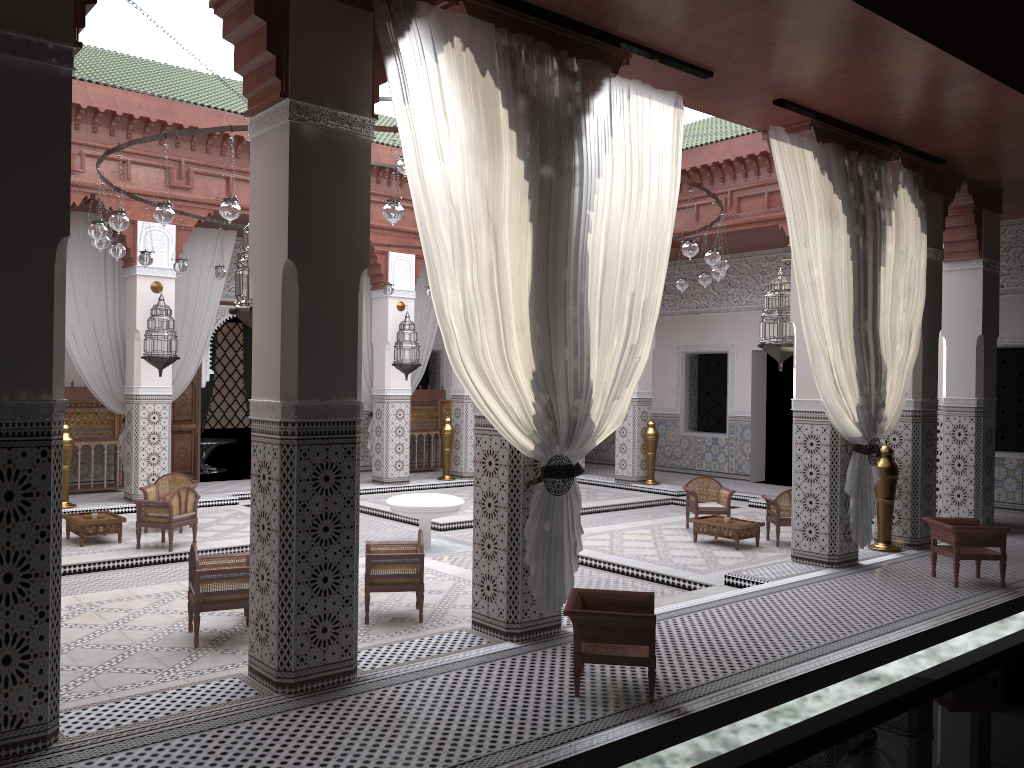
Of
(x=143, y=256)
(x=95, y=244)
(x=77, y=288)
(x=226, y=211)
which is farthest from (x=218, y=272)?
(x=226, y=211)

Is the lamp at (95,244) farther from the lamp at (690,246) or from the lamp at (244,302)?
the lamp at (690,246)

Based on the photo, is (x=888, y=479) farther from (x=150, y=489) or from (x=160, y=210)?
(x=150, y=489)

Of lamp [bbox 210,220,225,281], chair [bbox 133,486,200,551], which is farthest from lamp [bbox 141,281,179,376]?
chair [bbox 133,486,200,551]

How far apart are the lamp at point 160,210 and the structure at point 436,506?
2.0 meters

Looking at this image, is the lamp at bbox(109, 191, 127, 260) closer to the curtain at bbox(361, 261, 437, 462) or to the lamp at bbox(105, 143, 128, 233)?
the lamp at bbox(105, 143, 128, 233)

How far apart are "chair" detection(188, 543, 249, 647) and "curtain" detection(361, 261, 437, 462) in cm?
393

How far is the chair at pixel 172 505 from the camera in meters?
4.3 m

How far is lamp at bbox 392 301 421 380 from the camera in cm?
667

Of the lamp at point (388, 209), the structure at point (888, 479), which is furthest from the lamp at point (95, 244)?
the structure at point (888, 479)
